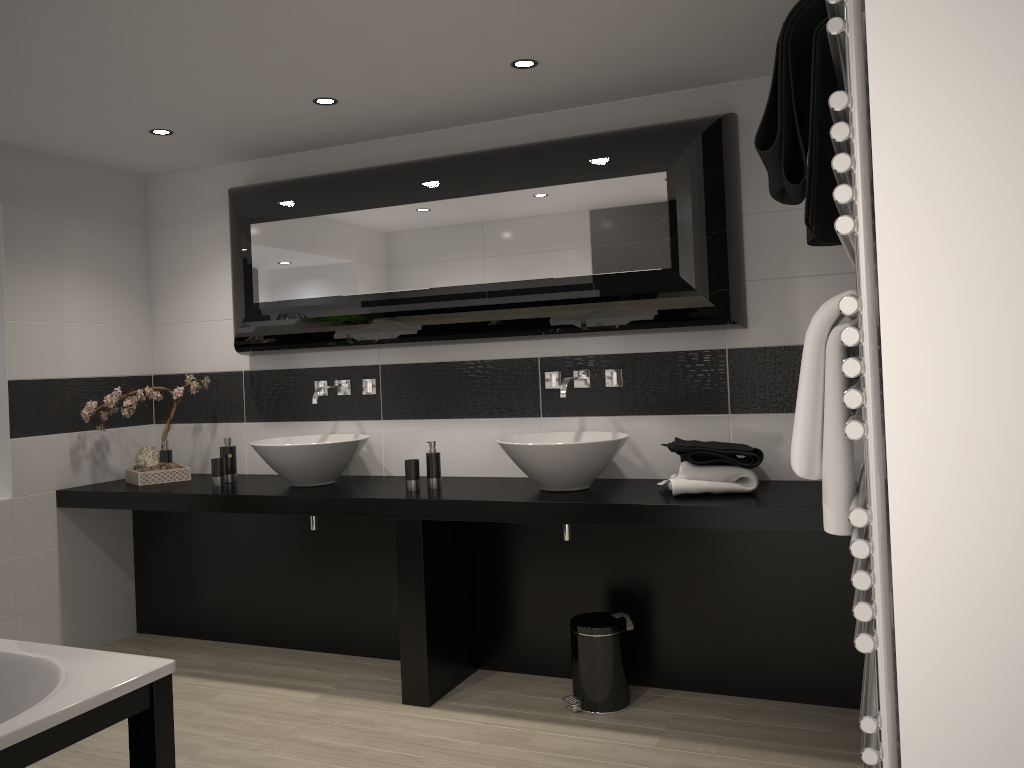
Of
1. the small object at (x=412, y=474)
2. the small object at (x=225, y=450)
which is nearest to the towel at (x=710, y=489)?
the small object at (x=412, y=474)

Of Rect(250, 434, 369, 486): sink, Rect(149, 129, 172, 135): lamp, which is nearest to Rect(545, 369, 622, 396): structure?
Rect(250, 434, 369, 486): sink

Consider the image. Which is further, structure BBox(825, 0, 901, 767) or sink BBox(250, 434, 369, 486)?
sink BBox(250, 434, 369, 486)

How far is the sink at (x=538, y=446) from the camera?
3.48m

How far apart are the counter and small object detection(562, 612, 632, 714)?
0.5m

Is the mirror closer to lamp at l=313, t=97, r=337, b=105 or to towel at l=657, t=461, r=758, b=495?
lamp at l=313, t=97, r=337, b=105

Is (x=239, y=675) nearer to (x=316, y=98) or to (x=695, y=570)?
(x=695, y=570)

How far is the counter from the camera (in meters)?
3.13

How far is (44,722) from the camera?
1.9 meters

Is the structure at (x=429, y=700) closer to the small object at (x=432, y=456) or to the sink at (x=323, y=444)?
the small object at (x=432, y=456)
